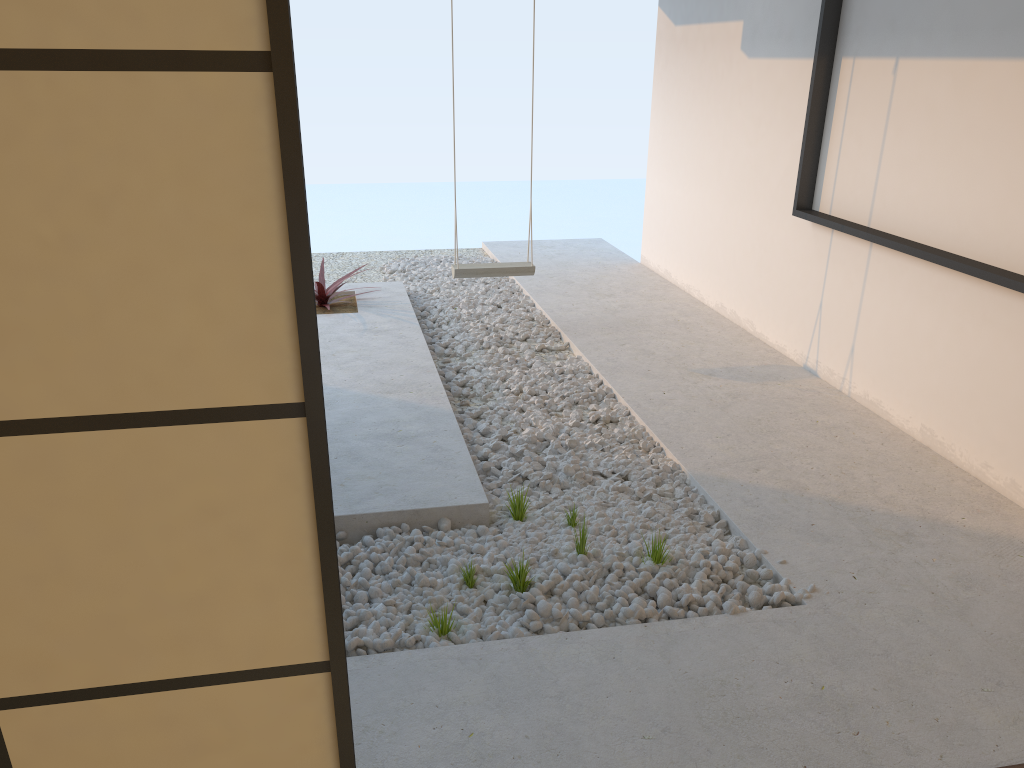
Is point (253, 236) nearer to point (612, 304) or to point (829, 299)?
point (829, 299)

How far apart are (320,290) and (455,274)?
1.0 meters

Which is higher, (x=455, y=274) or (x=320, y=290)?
(x=455, y=274)

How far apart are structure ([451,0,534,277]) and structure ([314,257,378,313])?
0.8m

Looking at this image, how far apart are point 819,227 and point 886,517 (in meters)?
1.86

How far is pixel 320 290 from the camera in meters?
5.5

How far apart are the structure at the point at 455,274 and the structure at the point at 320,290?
0.8m

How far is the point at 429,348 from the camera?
4.99m

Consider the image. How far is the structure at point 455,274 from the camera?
5.0 meters

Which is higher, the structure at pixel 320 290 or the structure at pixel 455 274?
the structure at pixel 455 274
